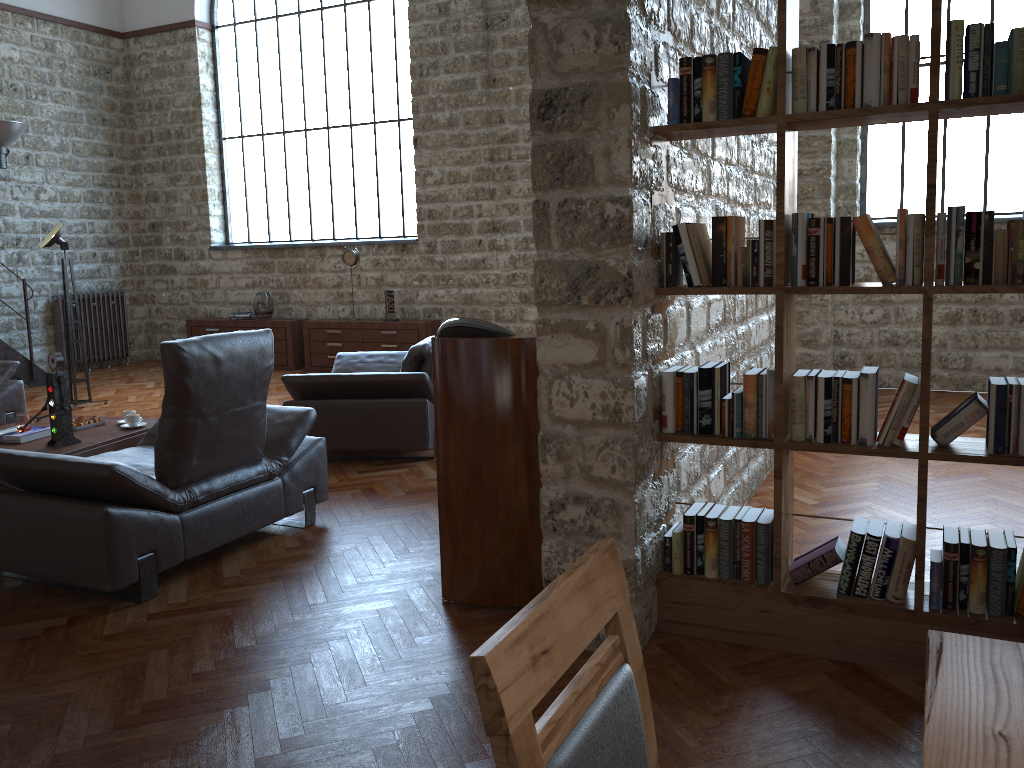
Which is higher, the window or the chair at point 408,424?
the window

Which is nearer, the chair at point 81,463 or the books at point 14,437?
the chair at point 81,463

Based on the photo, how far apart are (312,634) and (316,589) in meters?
0.4

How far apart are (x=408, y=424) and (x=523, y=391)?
2.59m

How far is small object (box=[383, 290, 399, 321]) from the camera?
10.0m

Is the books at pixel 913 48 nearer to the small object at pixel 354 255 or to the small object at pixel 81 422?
the small object at pixel 81 422

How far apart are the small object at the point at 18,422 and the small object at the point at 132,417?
0.6m

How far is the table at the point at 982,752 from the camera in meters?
1.1 m

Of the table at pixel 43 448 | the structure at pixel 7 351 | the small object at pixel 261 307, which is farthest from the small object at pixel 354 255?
the table at pixel 43 448

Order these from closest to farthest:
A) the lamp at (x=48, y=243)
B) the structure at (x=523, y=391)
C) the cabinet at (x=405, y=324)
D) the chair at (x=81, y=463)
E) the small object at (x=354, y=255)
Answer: the structure at (x=523, y=391)
the chair at (x=81, y=463)
the lamp at (x=48, y=243)
the cabinet at (x=405, y=324)
the small object at (x=354, y=255)
